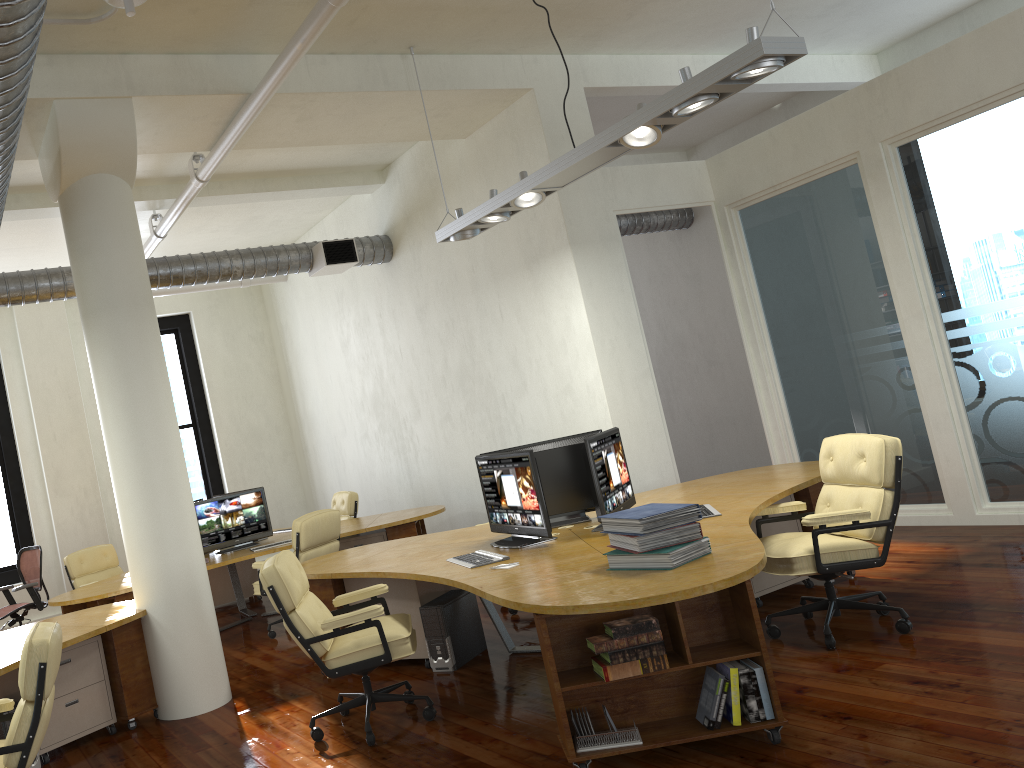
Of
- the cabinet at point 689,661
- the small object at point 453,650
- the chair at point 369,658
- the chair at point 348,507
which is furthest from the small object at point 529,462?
the chair at point 348,507

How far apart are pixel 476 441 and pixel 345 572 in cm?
371

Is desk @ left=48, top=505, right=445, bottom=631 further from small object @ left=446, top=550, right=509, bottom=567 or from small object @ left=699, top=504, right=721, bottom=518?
small object @ left=699, top=504, right=721, bottom=518

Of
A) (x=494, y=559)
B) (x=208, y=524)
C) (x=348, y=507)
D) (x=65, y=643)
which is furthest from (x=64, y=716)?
(x=348, y=507)

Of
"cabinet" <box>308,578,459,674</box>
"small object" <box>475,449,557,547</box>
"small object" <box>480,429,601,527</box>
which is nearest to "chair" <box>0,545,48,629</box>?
"cabinet" <box>308,578,459,674</box>

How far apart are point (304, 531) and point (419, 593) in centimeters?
195cm

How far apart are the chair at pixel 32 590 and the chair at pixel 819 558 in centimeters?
741cm

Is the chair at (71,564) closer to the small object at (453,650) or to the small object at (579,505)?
the small object at (453,650)

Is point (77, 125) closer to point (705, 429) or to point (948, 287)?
point (948, 287)

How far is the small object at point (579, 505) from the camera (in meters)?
5.74
